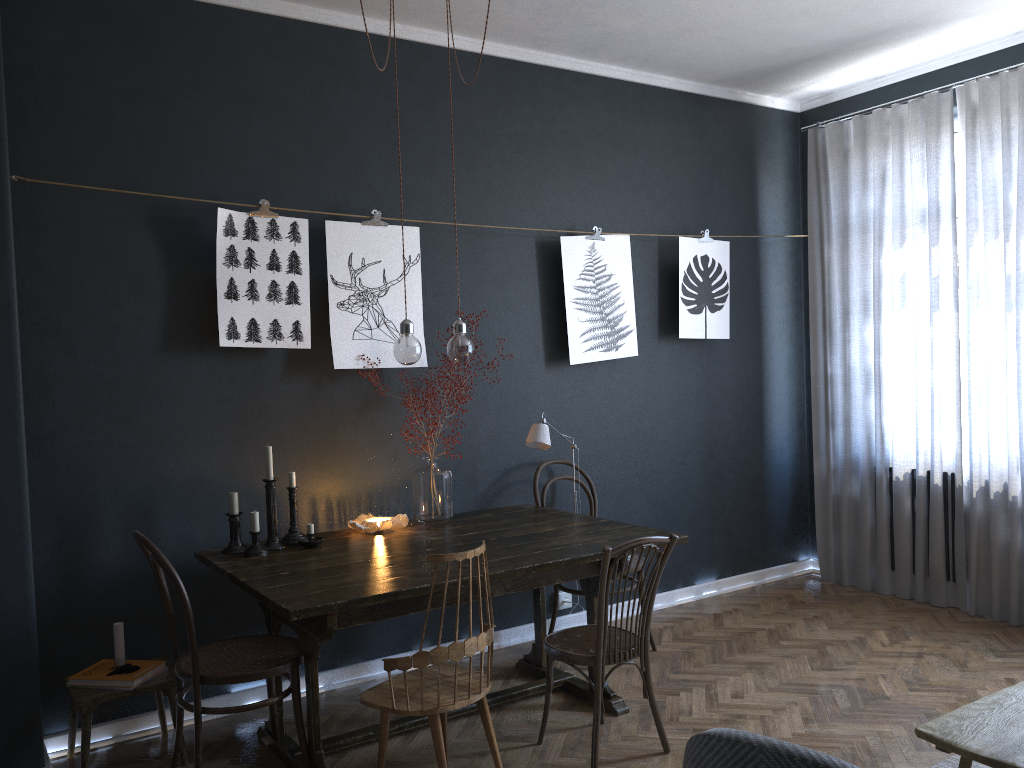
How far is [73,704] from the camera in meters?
3.0

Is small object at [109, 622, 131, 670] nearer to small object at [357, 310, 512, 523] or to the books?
the books

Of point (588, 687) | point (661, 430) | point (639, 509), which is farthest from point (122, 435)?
point (661, 430)

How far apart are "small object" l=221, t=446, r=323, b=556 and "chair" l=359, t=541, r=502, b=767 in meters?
0.7

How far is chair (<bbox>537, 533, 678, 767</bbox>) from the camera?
2.99m

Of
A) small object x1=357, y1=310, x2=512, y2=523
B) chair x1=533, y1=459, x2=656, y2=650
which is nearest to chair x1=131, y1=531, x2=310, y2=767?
small object x1=357, y1=310, x2=512, y2=523

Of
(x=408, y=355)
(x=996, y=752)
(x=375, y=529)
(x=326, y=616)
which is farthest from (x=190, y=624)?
(x=996, y=752)

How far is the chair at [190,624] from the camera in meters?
2.8

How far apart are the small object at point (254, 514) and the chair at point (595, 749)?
0.96m

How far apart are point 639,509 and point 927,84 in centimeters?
287cm
